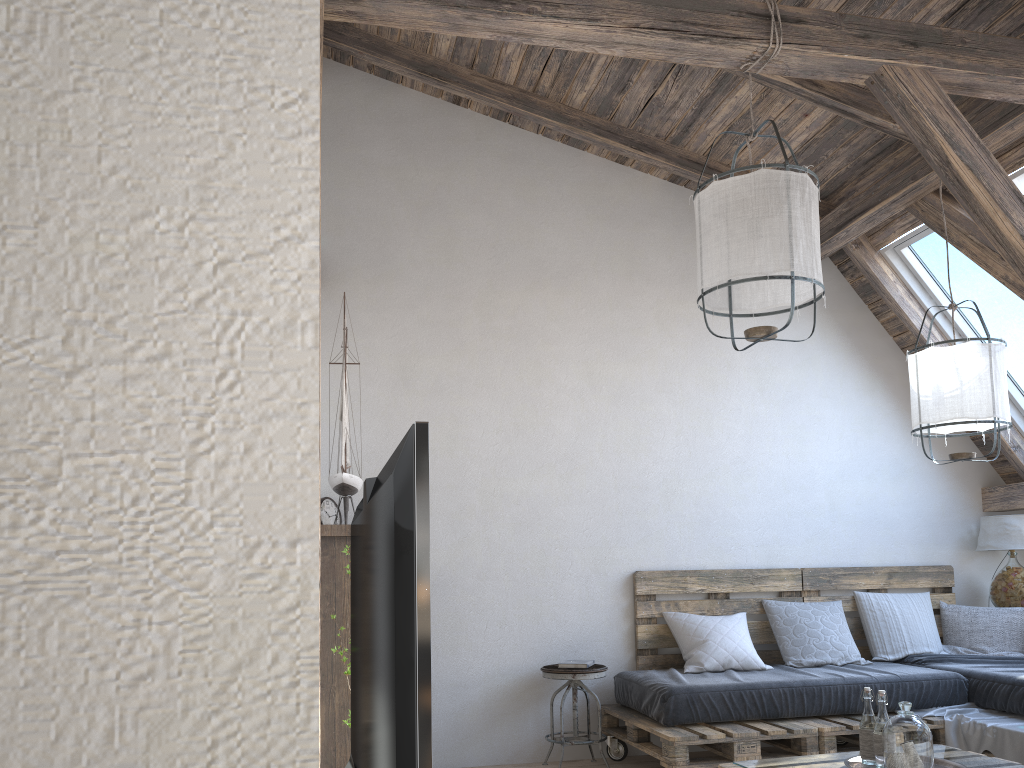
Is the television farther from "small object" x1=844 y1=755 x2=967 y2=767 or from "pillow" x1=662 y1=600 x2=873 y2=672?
"pillow" x1=662 y1=600 x2=873 y2=672

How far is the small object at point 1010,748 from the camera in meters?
3.7

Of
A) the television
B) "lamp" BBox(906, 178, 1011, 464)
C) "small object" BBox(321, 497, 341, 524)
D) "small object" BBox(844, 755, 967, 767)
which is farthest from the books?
the television

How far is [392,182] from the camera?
4.94m

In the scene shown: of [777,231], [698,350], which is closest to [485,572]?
[698,350]

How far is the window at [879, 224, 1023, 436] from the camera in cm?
481

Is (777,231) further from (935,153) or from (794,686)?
(794,686)

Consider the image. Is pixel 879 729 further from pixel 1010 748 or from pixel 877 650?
pixel 877 650

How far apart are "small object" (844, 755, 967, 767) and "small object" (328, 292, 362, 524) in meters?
2.0

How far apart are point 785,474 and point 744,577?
0.7m
